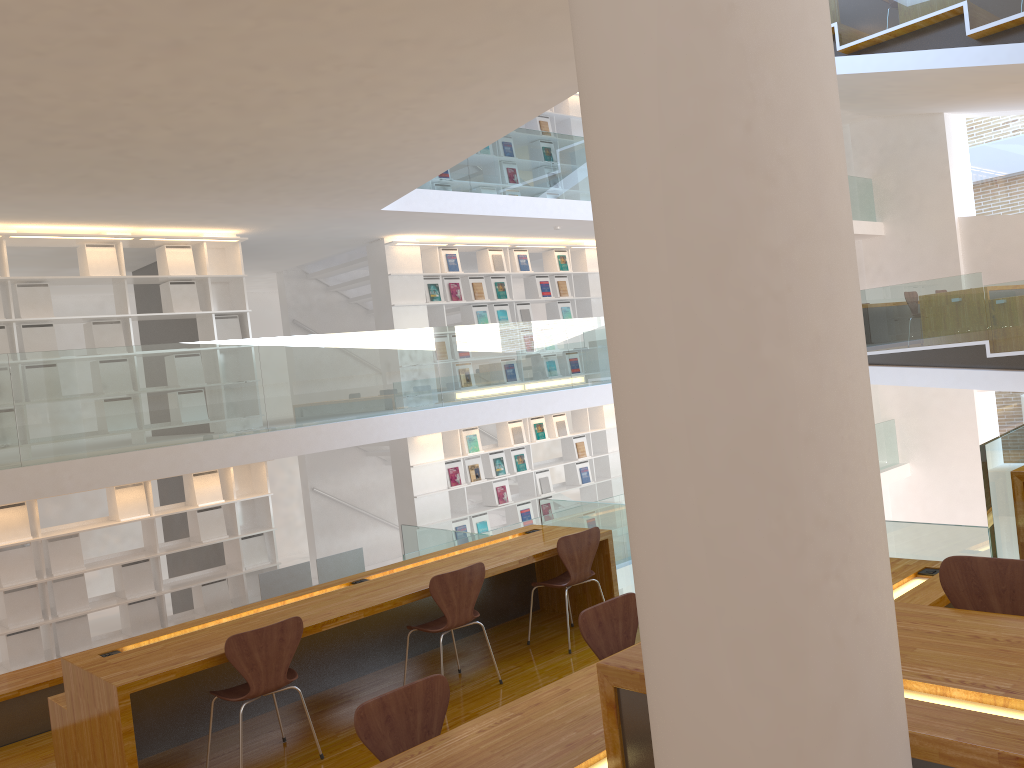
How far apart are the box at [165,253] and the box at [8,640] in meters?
3.2

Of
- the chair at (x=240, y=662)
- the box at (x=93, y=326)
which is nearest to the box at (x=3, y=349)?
the box at (x=93, y=326)

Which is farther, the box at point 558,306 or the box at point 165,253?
the box at point 558,306

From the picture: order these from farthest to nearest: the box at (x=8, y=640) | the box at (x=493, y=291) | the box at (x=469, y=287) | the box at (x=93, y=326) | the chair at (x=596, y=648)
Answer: the box at (x=493, y=291), the box at (x=469, y=287), the box at (x=93, y=326), the box at (x=8, y=640), the chair at (x=596, y=648)

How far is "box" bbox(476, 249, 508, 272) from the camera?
10.49m

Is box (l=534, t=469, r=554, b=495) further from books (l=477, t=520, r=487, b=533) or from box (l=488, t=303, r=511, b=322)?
box (l=488, t=303, r=511, b=322)

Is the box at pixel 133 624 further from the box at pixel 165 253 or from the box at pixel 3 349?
the box at pixel 165 253

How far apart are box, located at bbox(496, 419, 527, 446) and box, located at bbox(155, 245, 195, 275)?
4.1m

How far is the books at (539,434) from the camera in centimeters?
1081cm

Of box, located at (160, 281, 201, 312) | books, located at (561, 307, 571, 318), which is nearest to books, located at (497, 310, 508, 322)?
books, located at (561, 307, 571, 318)
